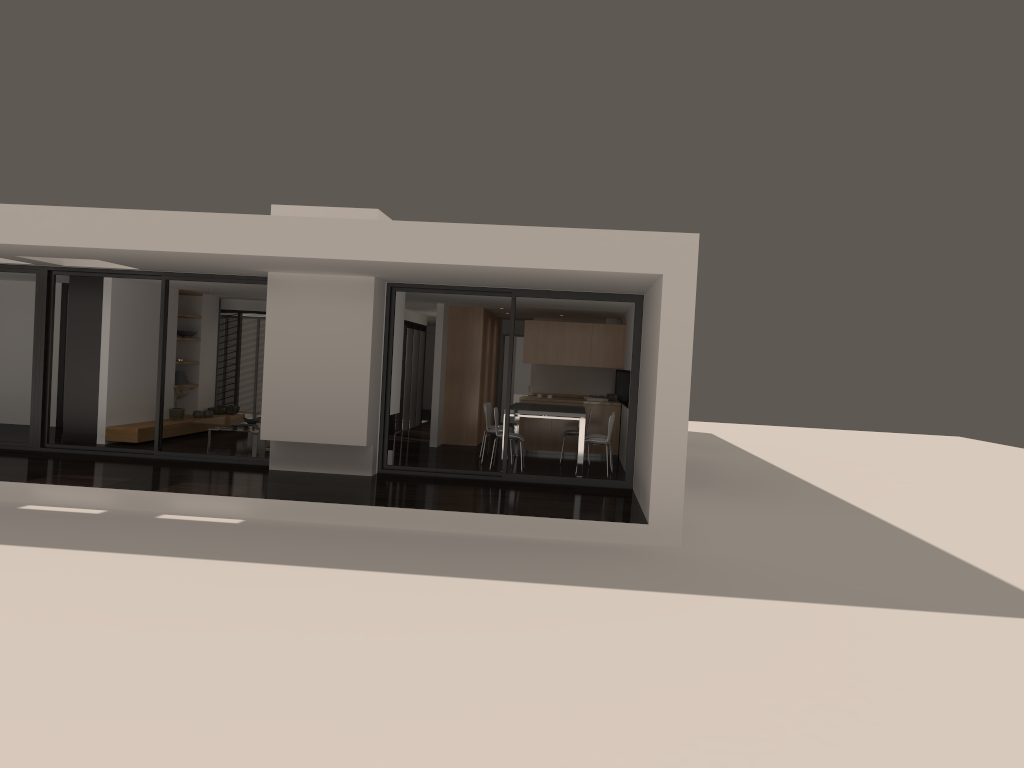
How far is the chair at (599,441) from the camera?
11.99m

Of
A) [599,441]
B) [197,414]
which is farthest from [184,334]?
[599,441]

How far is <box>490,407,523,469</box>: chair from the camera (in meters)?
12.07

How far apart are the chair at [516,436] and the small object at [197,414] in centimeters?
613cm

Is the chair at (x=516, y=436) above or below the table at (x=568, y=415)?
below

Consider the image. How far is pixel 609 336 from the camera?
14.6 meters

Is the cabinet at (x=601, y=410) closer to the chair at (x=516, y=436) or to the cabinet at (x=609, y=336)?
the cabinet at (x=609, y=336)

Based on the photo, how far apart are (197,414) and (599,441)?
7.24m

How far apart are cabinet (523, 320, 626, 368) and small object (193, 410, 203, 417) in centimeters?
565cm

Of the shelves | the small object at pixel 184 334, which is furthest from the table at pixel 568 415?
the small object at pixel 184 334
